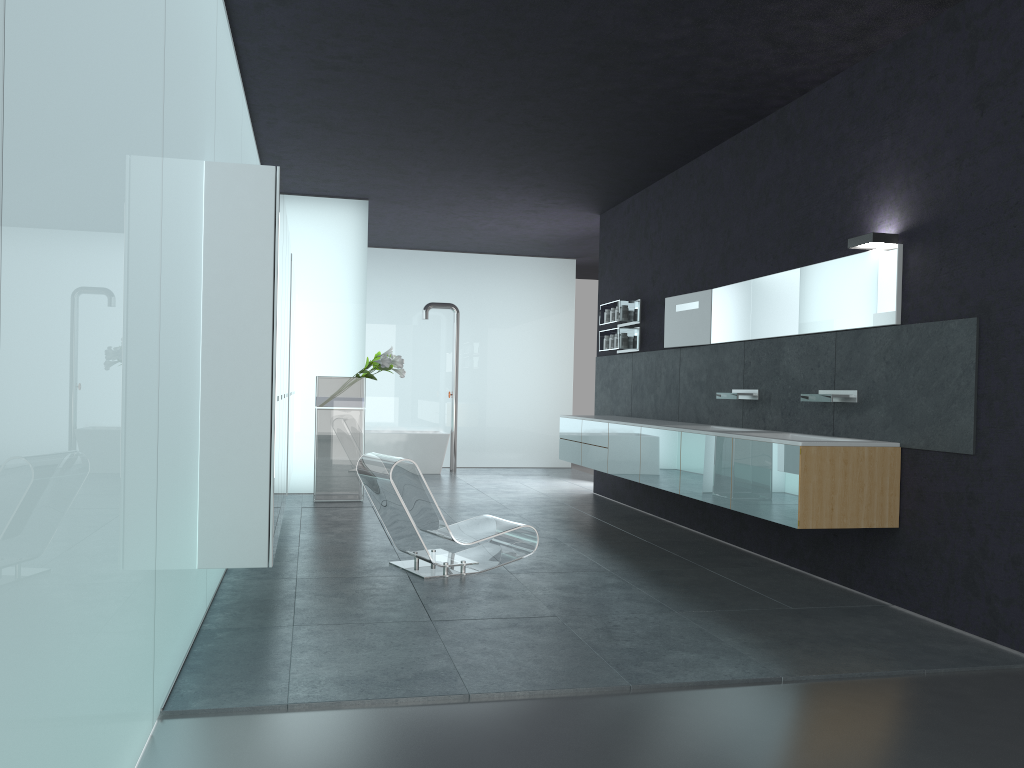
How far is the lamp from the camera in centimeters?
588cm

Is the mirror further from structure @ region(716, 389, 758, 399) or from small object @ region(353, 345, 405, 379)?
small object @ region(353, 345, 405, 379)

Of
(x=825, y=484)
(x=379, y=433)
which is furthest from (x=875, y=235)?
(x=379, y=433)

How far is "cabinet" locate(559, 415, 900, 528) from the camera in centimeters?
569cm

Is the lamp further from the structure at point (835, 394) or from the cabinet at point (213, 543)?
the cabinet at point (213, 543)

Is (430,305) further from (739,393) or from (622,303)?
(739,393)

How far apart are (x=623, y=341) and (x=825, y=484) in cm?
498

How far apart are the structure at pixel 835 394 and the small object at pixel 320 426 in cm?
564

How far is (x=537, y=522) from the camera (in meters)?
9.24

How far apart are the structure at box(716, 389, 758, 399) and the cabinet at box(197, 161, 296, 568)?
3.78m
